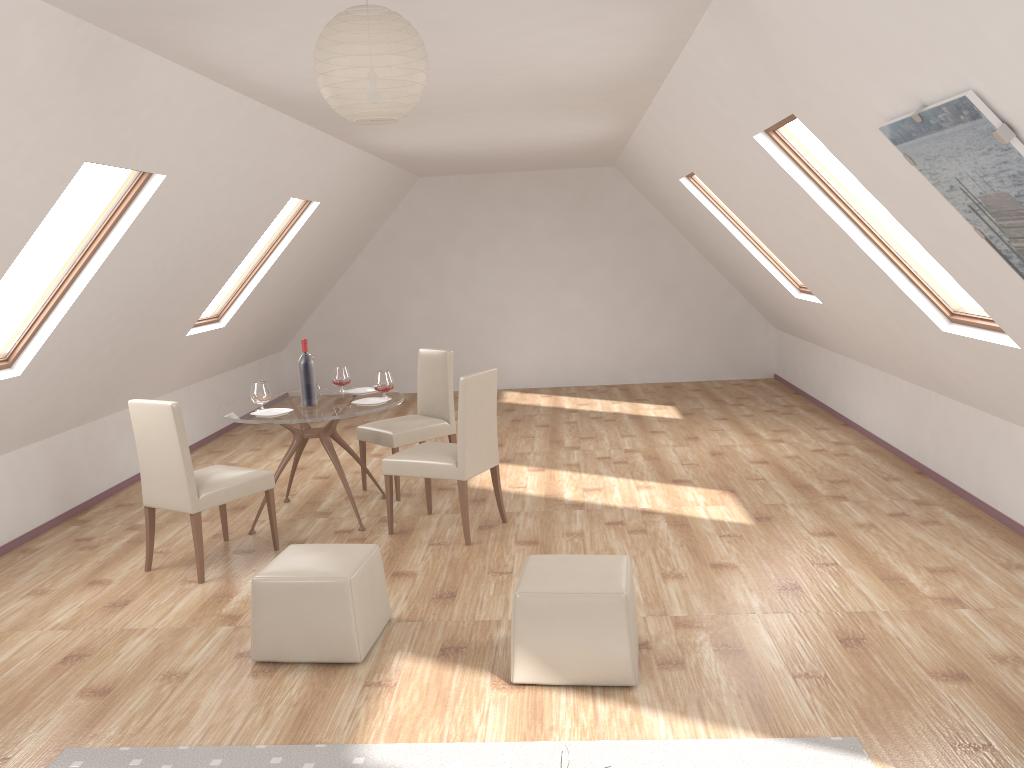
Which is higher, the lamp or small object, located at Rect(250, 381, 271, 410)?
the lamp

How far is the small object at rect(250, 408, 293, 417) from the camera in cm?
546

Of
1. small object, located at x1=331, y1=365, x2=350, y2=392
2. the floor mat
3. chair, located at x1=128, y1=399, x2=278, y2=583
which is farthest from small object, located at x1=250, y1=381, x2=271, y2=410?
the floor mat

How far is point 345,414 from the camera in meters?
5.4

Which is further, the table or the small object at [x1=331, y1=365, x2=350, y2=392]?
the small object at [x1=331, y1=365, x2=350, y2=392]

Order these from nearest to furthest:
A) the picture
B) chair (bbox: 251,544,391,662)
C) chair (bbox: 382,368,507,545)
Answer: the picture < chair (bbox: 251,544,391,662) < chair (bbox: 382,368,507,545)

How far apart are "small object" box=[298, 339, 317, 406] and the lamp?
3.1 meters

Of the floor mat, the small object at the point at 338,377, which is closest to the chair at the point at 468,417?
the small object at the point at 338,377

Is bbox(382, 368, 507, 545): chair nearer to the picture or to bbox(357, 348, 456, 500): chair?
bbox(357, 348, 456, 500): chair

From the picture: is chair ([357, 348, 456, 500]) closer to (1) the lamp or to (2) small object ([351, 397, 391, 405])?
(2) small object ([351, 397, 391, 405])
